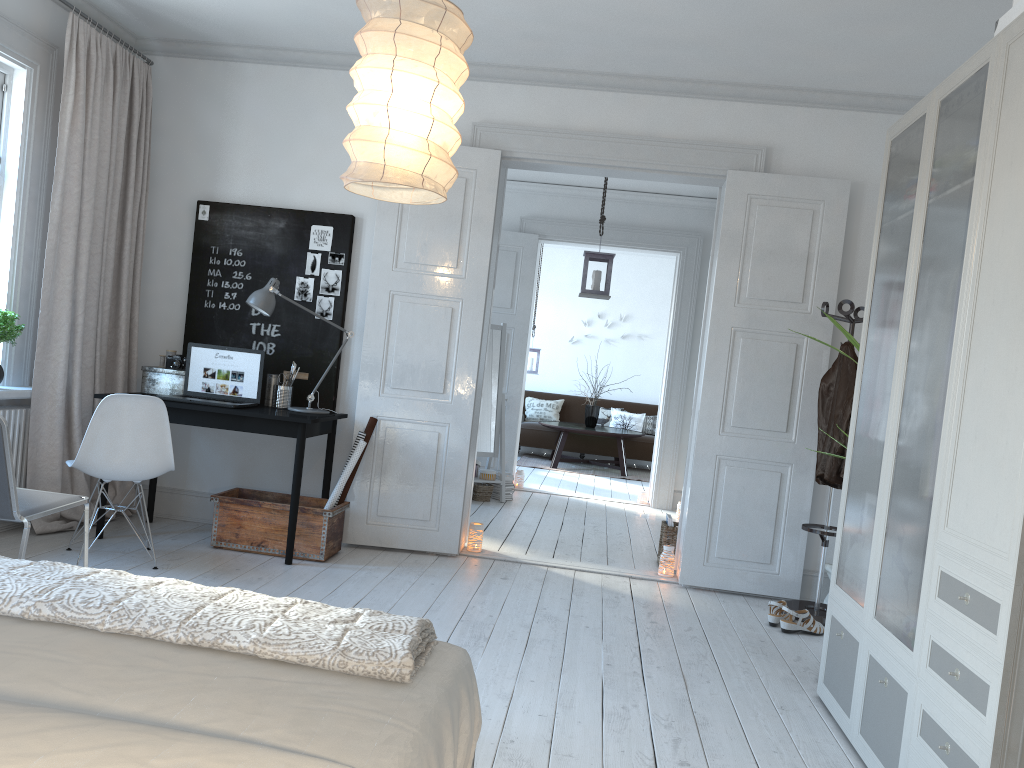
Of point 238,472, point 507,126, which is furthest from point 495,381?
point 507,126

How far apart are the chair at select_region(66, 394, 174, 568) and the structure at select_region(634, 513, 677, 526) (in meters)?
4.35

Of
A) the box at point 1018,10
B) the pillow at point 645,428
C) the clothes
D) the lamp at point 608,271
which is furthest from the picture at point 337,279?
the pillow at point 645,428

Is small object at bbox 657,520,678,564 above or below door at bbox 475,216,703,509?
below

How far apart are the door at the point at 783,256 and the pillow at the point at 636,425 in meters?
6.1 m

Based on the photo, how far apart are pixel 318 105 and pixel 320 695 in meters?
4.4

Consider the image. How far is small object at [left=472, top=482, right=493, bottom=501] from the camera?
7.3 meters

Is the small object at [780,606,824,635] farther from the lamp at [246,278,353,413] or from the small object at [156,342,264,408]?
the small object at [156,342,264,408]

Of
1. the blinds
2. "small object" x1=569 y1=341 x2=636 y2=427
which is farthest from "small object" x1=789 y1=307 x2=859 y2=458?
"small object" x1=569 y1=341 x2=636 y2=427

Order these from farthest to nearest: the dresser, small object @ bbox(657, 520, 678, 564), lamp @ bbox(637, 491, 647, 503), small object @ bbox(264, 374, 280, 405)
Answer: lamp @ bbox(637, 491, 647, 503), small object @ bbox(657, 520, 678, 564), small object @ bbox(264, 374, 280, 405), the dresser
